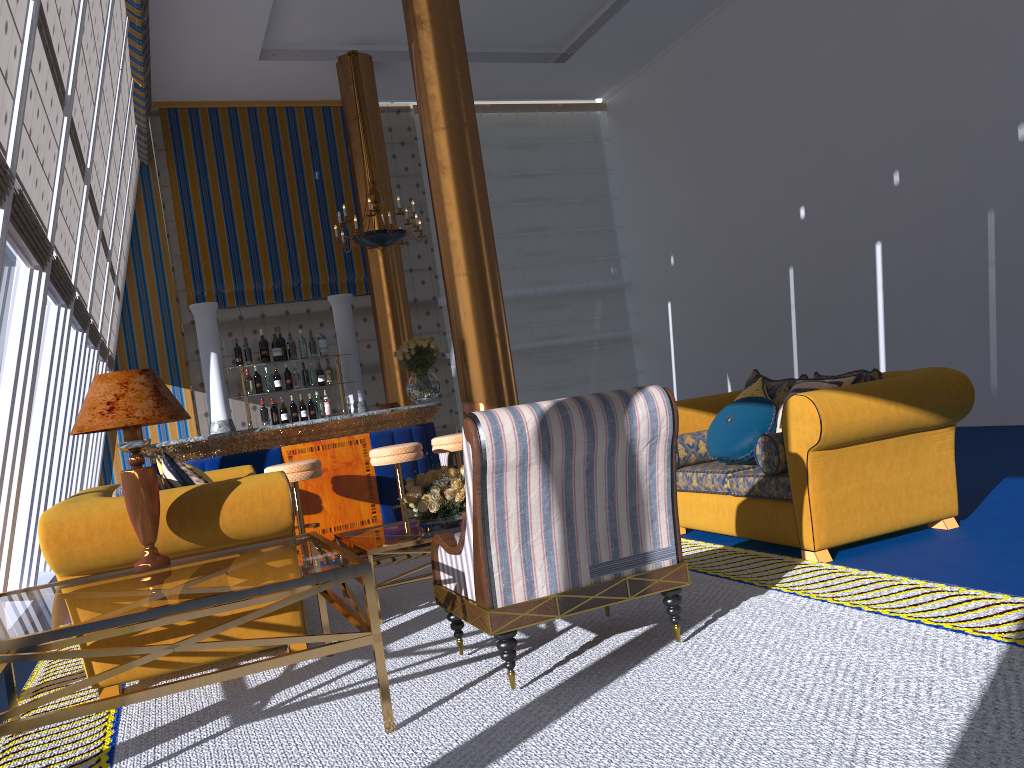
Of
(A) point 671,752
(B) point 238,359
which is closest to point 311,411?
(B) point 238,359

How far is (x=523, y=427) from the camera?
2.9 meters

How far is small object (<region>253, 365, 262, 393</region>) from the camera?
7.71m

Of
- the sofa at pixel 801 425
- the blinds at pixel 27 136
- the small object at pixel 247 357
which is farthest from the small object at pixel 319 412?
the sofa at pixel 801 425

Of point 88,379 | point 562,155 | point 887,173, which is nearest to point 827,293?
point 887,173

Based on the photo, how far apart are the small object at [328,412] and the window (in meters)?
2.19

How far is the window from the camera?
4.5 meters

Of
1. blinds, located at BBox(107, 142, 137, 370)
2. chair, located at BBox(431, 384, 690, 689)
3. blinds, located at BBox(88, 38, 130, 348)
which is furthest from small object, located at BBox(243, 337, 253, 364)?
chair, located at BBox(431, 384, 690, 689)

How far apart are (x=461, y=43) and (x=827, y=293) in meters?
5.7

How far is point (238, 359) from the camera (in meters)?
7.71
